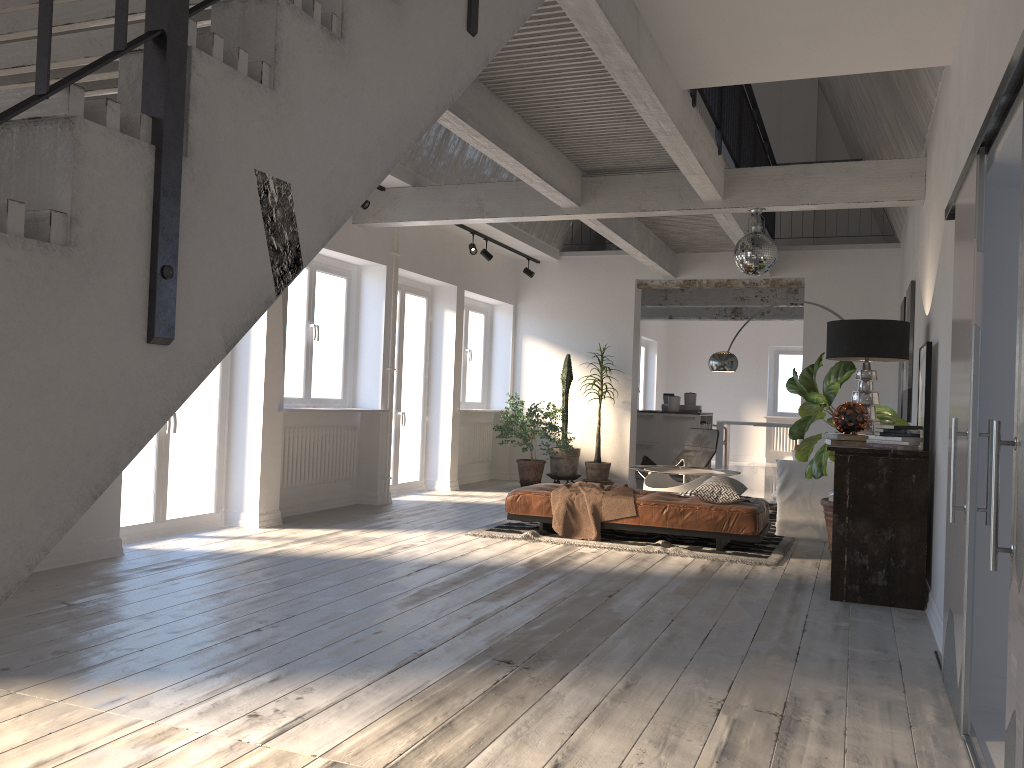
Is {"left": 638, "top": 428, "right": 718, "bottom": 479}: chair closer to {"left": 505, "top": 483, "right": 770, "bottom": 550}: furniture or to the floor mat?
the floor mat

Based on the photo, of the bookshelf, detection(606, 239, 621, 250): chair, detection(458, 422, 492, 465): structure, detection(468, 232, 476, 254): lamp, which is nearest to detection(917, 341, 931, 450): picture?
the bookshelf

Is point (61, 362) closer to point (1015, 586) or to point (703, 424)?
point (1015, 586)

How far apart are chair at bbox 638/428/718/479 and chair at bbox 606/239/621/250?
3.3m

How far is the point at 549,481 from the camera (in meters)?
11.85

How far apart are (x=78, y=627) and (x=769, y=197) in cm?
548

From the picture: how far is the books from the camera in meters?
5.3

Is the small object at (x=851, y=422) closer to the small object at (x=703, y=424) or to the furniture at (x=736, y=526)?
the furniture at (x=736, y=526)

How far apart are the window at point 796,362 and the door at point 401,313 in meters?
10.3

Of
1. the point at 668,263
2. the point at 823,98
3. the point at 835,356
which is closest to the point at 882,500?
the point at 835,356
